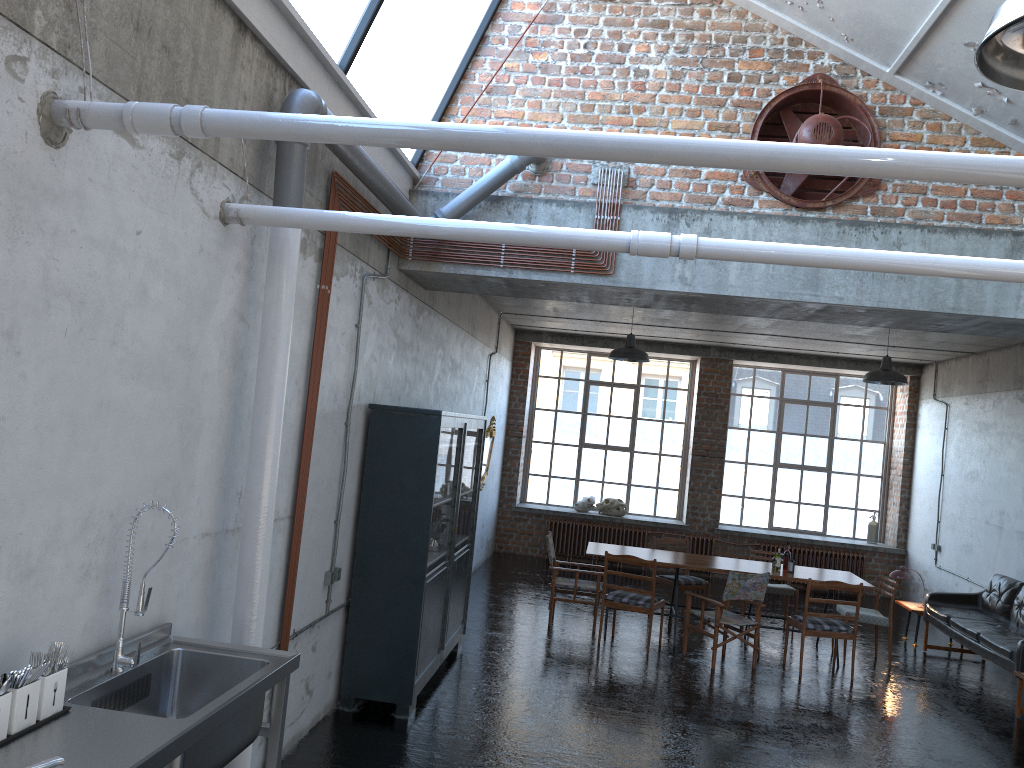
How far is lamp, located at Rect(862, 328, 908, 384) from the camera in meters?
10.0 m

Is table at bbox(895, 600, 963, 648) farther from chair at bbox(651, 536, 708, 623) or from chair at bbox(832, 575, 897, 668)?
chair at bbox(651, 536, 708, 623)

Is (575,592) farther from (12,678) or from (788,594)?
(12,678)

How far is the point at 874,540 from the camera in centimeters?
1496cm

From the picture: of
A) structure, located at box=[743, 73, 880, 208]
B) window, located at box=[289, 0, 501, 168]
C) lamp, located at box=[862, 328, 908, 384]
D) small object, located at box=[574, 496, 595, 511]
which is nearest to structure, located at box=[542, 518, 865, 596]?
small object, located at box=[574, 496, 595, 511]

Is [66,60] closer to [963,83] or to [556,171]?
[556,171]

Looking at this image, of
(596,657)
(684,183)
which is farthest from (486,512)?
(684,183)

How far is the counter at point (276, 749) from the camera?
3.74m

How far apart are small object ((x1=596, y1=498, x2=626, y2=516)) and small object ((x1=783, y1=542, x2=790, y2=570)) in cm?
528

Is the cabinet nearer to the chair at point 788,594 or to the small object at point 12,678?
the small object at point 12,678
